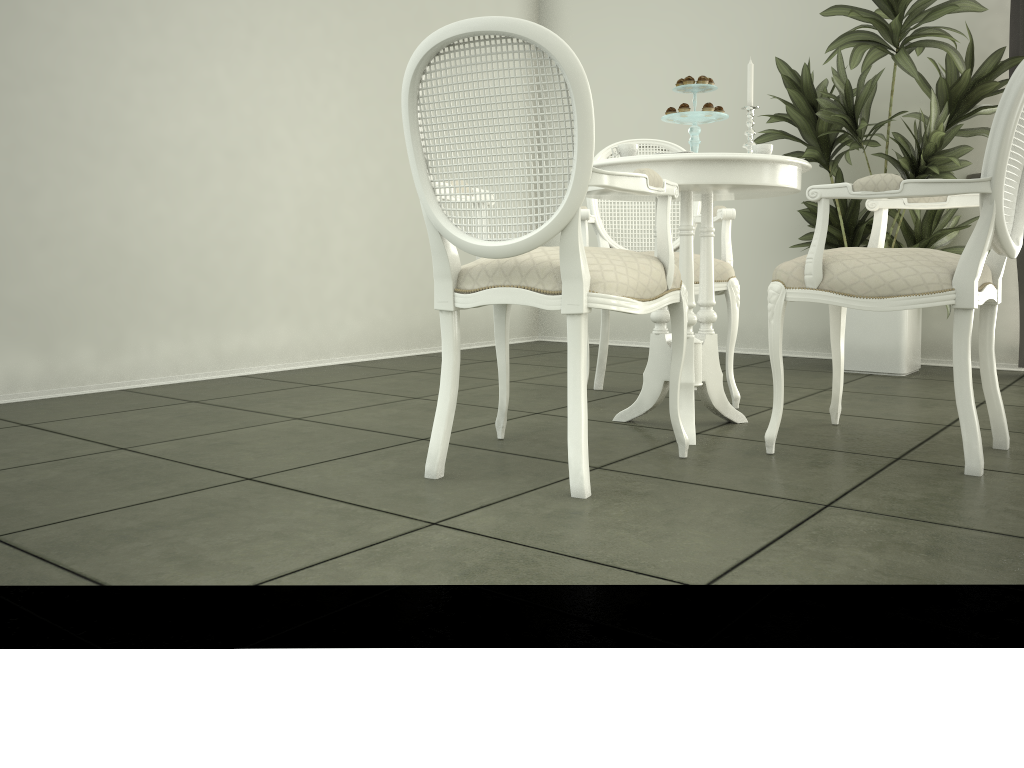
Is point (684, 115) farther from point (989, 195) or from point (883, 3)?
point (883, 3)

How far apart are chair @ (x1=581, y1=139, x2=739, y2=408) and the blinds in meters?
1.7

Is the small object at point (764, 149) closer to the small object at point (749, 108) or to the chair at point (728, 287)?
the small object at point (749, 108)

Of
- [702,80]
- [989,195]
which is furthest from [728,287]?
[989,195]

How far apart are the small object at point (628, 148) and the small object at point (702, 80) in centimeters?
33cm

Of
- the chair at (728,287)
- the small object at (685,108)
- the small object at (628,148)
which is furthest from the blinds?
the small object at (628,148)

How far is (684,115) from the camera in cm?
265

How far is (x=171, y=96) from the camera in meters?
3.8

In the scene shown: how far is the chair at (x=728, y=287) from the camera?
3.1 meters

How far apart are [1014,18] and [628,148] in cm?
267
